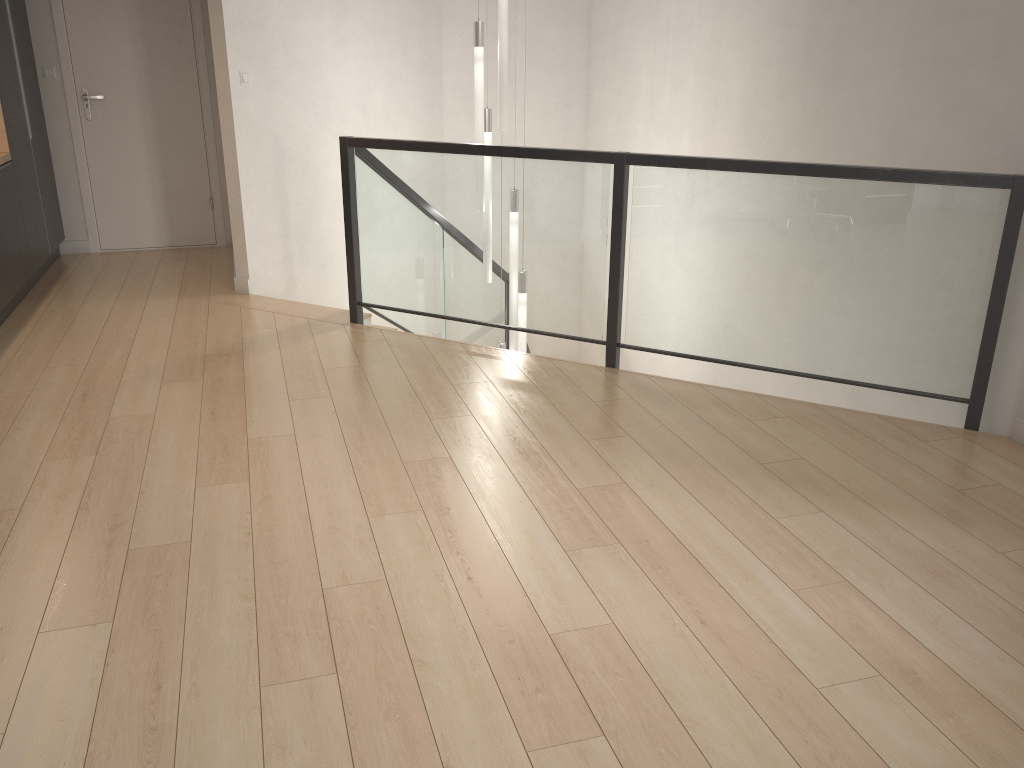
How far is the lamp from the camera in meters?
5.1

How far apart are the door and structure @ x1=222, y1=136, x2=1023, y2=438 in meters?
1.7 m

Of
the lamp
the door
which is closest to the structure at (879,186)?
the lamp

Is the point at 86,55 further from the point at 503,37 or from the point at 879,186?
the point at 879,186

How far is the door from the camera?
6.20m

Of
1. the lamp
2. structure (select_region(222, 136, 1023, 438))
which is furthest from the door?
the lamp

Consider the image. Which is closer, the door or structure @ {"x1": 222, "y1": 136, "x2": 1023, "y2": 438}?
structure @ {"x1": 222, "y1": 136, "x2": 1023, "y2": 438}

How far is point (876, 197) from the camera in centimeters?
349cm

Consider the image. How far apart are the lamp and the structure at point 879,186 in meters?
0.3 m

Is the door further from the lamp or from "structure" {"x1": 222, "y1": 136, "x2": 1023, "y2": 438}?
the lamp
